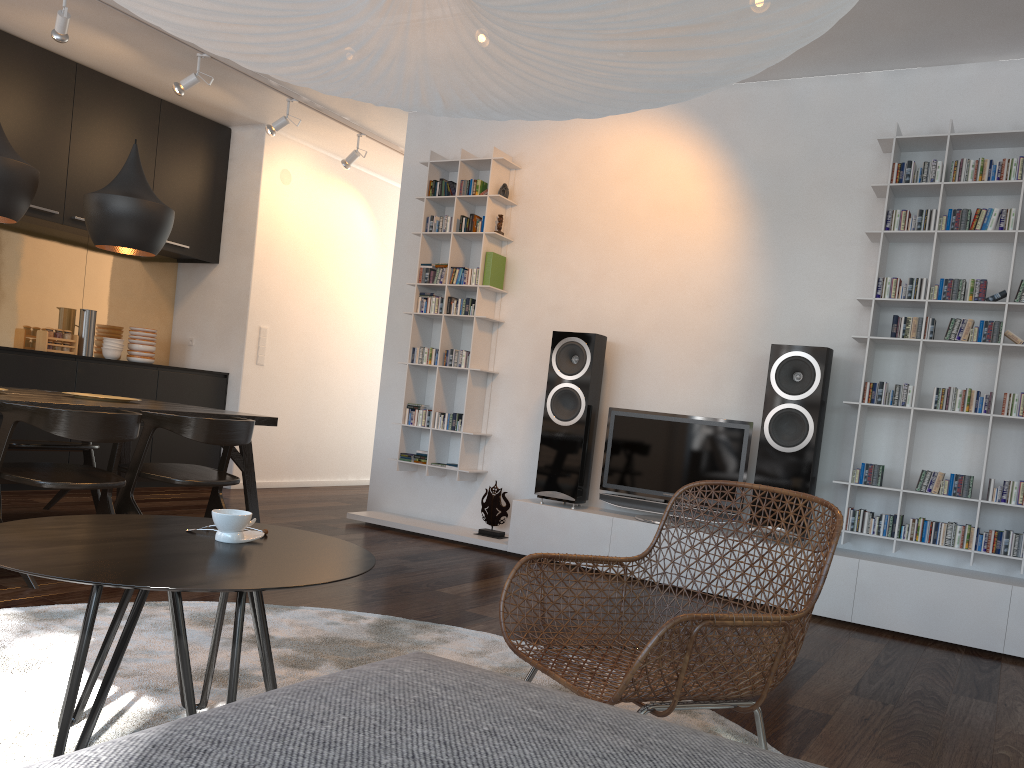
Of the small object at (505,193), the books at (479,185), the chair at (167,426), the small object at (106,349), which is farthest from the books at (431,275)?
the small object at (106,349)

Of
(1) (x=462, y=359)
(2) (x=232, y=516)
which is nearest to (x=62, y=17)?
(1) (x=462, y=359)

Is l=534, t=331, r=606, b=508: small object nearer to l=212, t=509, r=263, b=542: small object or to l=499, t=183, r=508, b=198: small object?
l=499, t=183, r=508, b=198: small object

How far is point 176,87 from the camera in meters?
5.4

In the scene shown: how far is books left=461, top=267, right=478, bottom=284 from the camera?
5.6 meters

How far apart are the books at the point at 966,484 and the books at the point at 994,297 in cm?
85

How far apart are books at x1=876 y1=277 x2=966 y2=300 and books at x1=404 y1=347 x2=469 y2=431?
2.4 meters

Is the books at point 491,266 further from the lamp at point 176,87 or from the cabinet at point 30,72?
the cabinet at point 30,72

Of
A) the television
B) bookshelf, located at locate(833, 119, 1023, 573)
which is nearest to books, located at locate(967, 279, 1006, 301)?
bookshelf, located at locate(833, 119, 1023, 573)

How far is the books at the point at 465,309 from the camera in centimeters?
559cm
